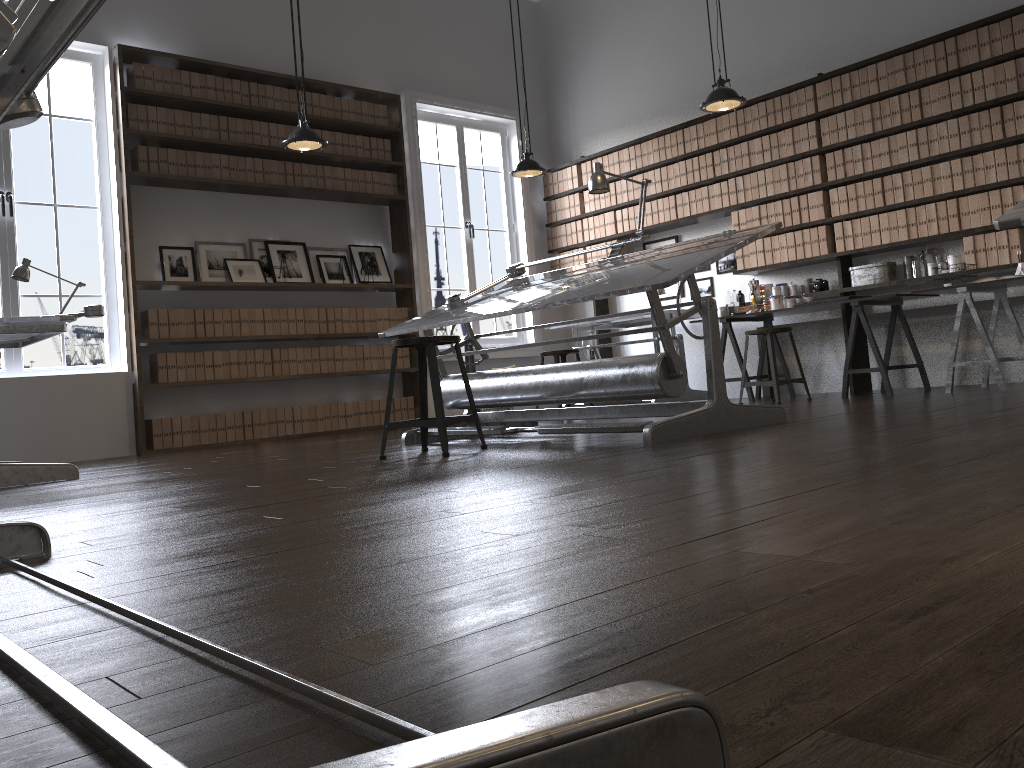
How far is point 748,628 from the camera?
0.9m

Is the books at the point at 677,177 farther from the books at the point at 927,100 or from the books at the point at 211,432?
the books at the point at 211,432

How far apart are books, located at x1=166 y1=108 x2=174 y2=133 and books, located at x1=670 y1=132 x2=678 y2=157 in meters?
4.1

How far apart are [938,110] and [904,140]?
0.3m

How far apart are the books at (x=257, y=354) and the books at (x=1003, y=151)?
5.46m

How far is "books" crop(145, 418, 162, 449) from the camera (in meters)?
6.47

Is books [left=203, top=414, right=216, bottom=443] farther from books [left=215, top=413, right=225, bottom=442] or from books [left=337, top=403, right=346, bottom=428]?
books [left=337, top=403, right=346, bottom=428]

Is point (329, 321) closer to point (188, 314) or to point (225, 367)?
point (225, 367)

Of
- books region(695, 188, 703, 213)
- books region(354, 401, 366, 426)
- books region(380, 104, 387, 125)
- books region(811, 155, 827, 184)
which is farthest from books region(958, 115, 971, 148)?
books region(354, 401, 366, 426)

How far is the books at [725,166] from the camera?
7.4 meters
